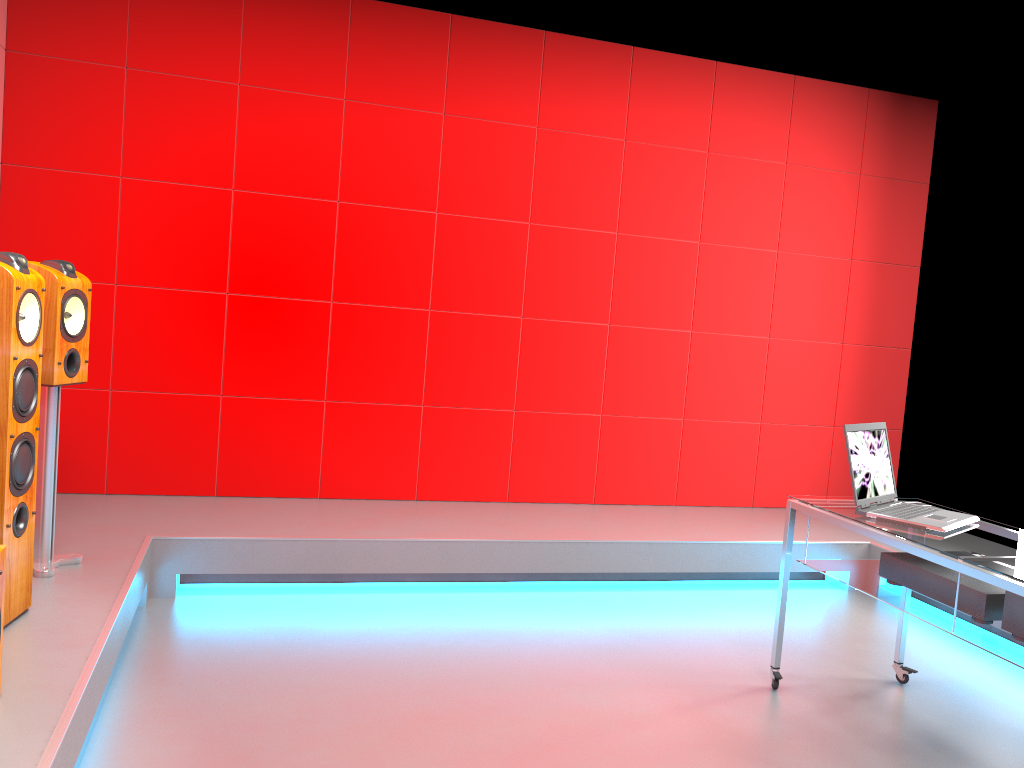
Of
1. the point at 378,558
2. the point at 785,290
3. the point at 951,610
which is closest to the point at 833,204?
the point at 785,290

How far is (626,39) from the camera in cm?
476

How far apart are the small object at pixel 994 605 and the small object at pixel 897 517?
0.1 meters

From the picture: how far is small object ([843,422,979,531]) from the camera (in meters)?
2.75

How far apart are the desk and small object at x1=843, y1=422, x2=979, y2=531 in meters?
0.0 m

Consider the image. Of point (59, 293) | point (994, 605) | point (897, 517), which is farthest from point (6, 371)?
point (994, 605)

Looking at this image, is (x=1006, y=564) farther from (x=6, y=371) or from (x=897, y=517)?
(x=6, y=371)

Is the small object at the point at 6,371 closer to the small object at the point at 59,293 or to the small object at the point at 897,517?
the small object at the point at 59,293

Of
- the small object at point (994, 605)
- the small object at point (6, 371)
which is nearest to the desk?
the small object at point (994, 605)

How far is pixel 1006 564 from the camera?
2.31m
